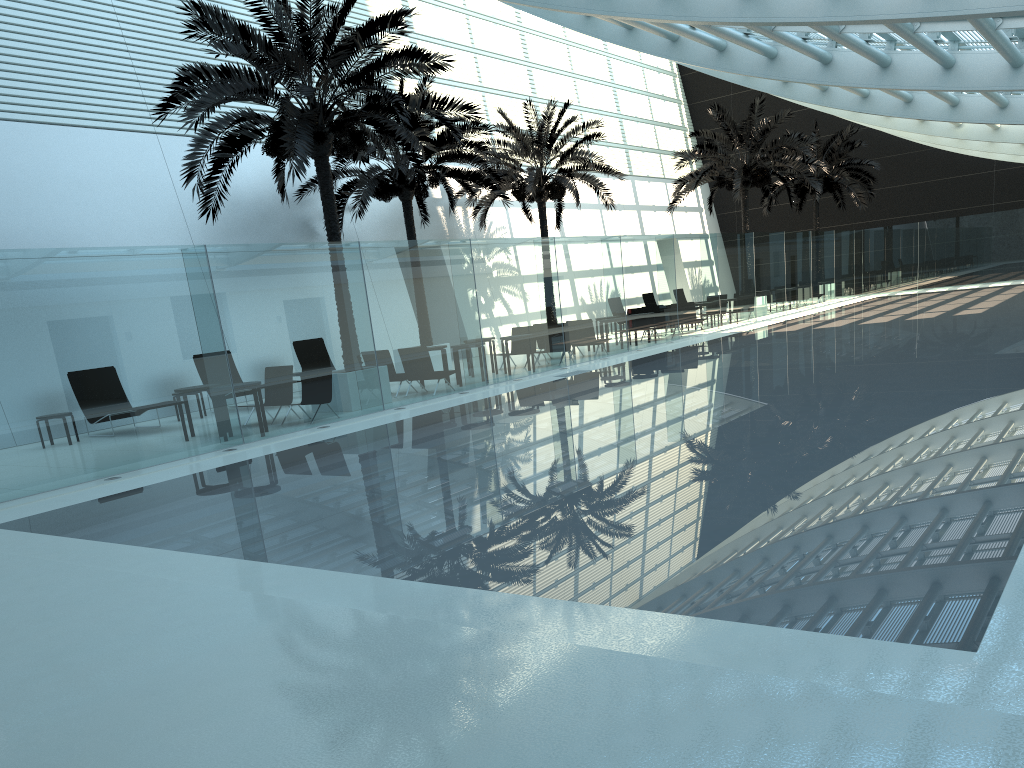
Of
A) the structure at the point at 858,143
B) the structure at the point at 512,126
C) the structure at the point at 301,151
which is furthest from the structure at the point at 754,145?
the structure at the point at 301,151

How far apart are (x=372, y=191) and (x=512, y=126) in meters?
6.3

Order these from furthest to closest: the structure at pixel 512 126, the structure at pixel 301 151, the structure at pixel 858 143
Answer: the structure at pixel 858 143 < the structure at pixel 512 126 < the structure at pixel 301 151

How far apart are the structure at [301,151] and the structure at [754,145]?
14.90m

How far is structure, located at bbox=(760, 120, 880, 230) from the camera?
35.1m

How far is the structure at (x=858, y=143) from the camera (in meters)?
35.08

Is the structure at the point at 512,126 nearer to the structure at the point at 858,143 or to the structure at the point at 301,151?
the structure at the point at 301,151

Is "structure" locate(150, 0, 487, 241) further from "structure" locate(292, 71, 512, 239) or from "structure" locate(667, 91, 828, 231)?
"structure" locate(667, 91, 828, 231)

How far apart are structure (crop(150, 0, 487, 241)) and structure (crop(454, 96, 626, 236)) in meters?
7.2 m

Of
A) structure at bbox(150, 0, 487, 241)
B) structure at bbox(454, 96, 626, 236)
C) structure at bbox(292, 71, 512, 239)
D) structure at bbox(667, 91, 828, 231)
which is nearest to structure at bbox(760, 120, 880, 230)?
structure at bbox(667, 91, 828, 231)
